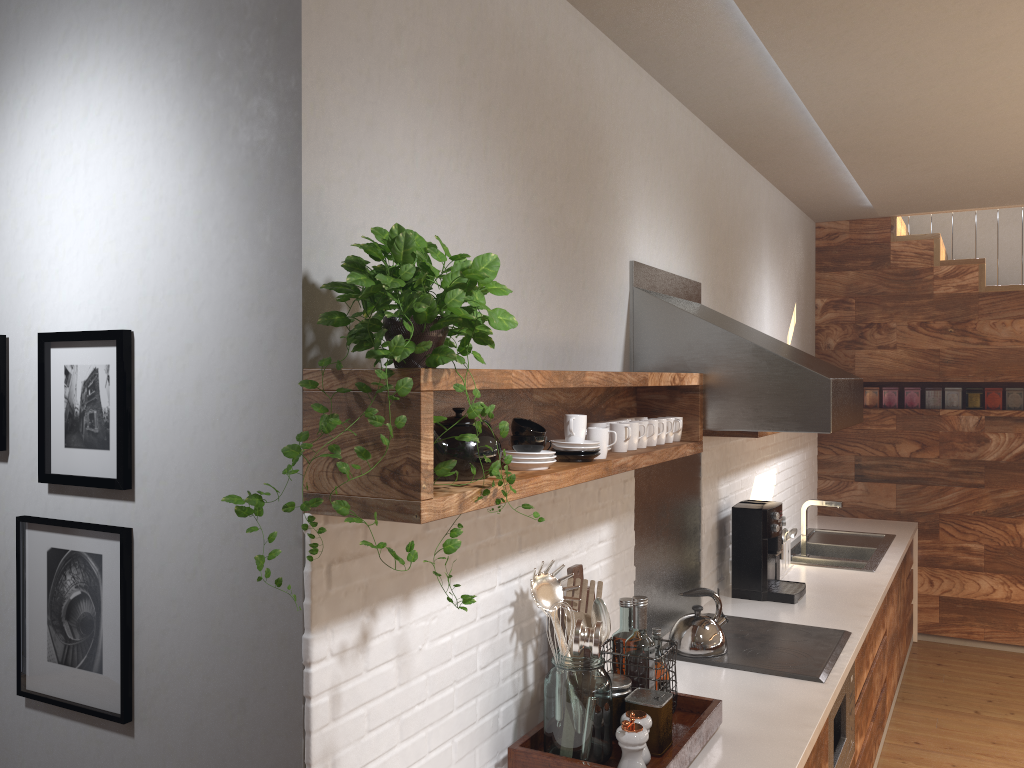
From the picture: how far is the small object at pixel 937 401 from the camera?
5.8 meters

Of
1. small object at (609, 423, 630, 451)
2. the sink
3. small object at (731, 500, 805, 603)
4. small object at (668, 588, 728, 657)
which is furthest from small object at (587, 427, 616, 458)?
the sink

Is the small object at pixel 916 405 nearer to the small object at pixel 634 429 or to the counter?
the counter

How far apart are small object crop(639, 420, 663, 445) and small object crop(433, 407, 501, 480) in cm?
96

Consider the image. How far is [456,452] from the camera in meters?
1.7

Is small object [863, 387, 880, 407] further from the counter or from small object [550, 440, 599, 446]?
small object [550, 440, 599, 446]

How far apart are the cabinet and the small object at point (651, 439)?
1.0 meters

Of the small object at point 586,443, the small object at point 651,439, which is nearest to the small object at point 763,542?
the small object at point 651,439

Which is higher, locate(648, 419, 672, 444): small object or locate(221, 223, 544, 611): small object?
locate(221, 223, 544, 611): small object

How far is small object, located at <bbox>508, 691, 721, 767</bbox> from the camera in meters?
→ 2.0
